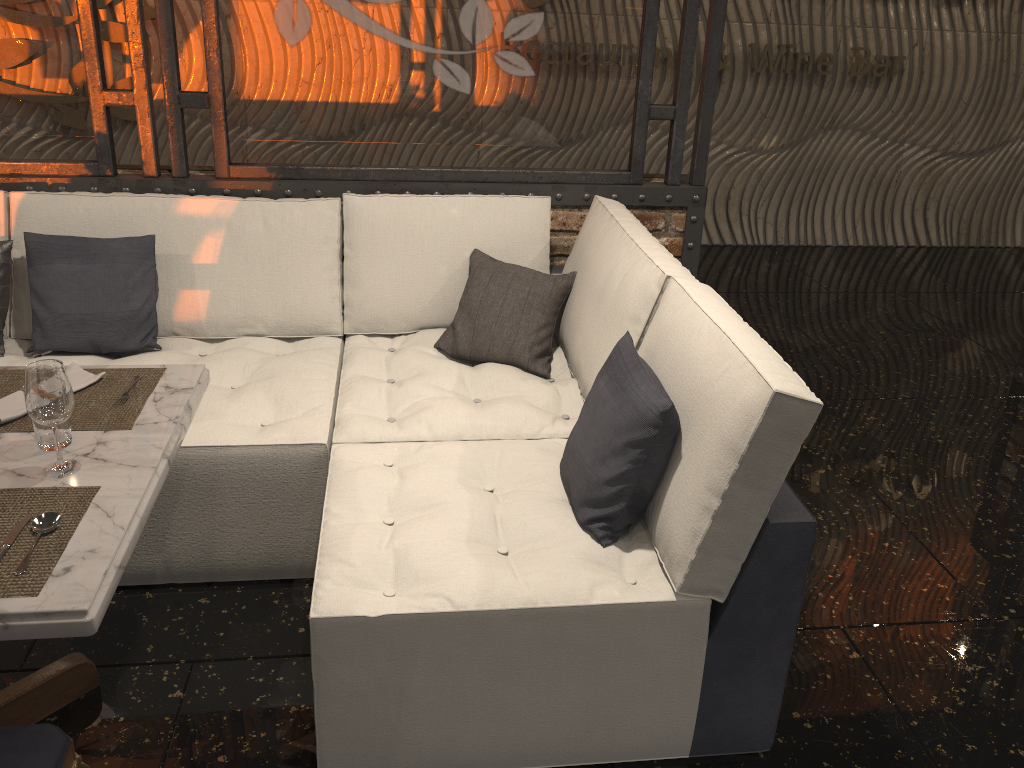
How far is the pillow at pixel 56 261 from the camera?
2.8m

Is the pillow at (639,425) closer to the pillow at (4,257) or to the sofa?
the sofa

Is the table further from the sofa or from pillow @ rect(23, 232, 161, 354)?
pillow @ rect(23, 232, 161, 354)

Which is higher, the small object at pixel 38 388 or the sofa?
the small object at pixel 38 388

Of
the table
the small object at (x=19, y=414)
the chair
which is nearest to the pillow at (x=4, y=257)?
the small object at (x=19, y=414)

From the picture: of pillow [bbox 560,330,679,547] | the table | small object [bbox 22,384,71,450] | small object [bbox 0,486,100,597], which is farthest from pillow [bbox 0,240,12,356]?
pillow [bbox 560,330,679,547]

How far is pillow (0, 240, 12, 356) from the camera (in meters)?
2.85

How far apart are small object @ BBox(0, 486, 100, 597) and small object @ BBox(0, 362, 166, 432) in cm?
24

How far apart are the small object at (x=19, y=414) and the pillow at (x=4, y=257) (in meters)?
0.95

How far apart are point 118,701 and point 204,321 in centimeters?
130cm
